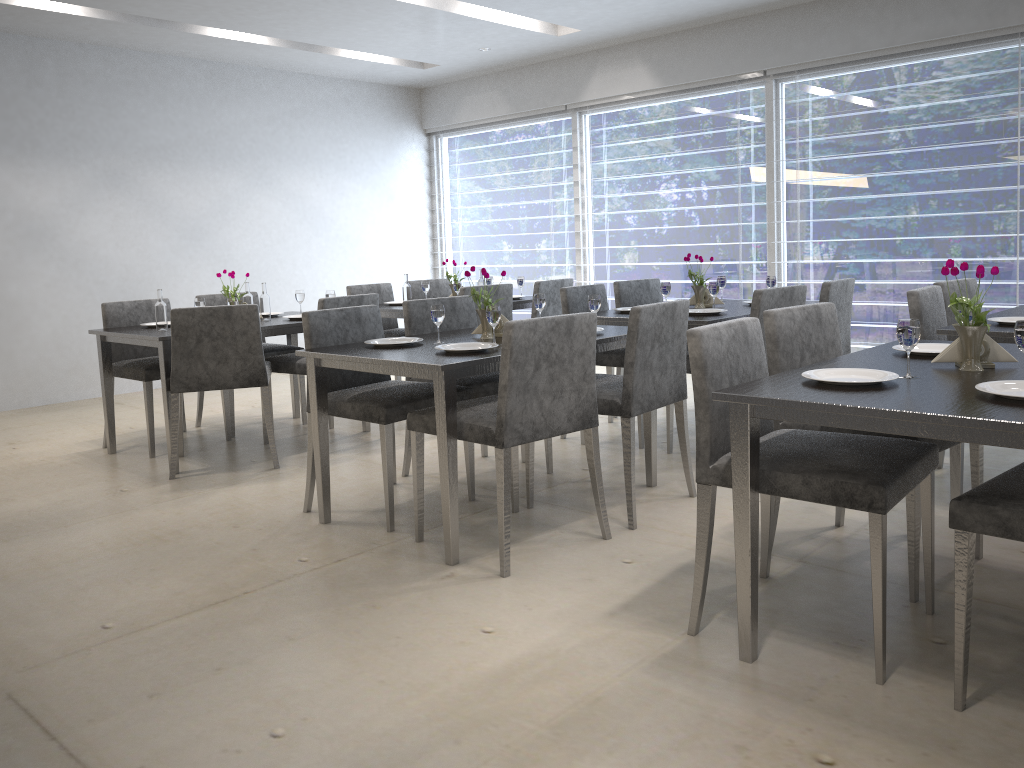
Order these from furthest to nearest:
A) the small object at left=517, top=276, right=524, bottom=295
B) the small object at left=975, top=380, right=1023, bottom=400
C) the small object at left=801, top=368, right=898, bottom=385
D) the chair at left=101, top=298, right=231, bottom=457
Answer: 1. the small object at left=517, top=276, right=524, bottom=295
2. the chair at left=101, top=298, right=231, bottom=457
3. the small object at left=801, top=368, right=898, bottom=385
4. the small object at left=975, top=380, right=1023, bottom=400

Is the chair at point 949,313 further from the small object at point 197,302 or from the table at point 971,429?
the small object at point 197,302

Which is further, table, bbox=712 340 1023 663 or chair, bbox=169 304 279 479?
chair, bbox=169 304 279 479

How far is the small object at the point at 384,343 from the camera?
3.3m

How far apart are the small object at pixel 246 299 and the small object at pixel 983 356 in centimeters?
354cm

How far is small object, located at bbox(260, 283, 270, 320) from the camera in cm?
456

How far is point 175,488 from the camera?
3.8 meters

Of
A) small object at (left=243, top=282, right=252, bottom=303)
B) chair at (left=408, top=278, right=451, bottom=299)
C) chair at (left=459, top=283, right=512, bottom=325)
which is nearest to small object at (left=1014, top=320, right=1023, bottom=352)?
chair at (left=459, top=283, right=512, bottom=325)

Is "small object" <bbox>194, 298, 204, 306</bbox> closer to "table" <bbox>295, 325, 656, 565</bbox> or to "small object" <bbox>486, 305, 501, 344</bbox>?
"table" <bbox>295, 325, 656, 565</bbox>

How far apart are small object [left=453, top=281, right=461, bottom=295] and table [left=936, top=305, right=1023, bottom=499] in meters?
3.0 m
